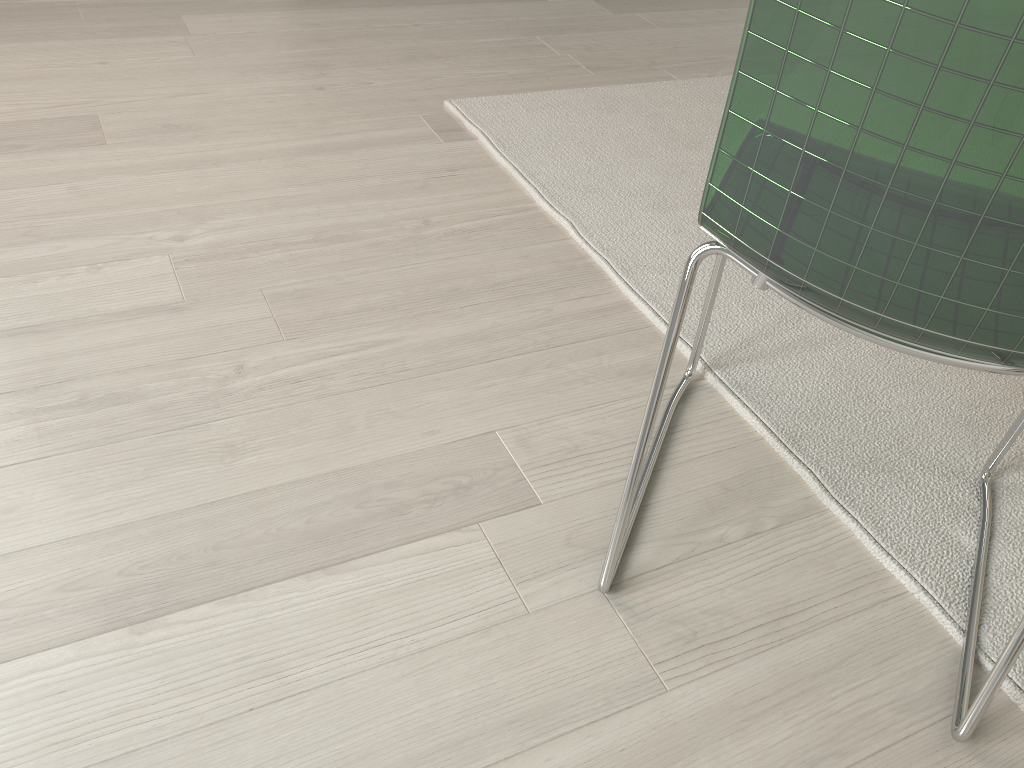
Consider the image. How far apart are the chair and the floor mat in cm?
1

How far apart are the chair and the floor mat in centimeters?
1cm

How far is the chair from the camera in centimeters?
61cm

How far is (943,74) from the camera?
0.61m

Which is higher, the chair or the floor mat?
the chair

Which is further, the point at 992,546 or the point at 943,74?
the point at 992,546

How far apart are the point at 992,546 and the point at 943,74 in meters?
0.8

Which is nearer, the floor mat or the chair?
the chair

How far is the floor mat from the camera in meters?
1.1

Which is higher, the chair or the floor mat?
the chair
